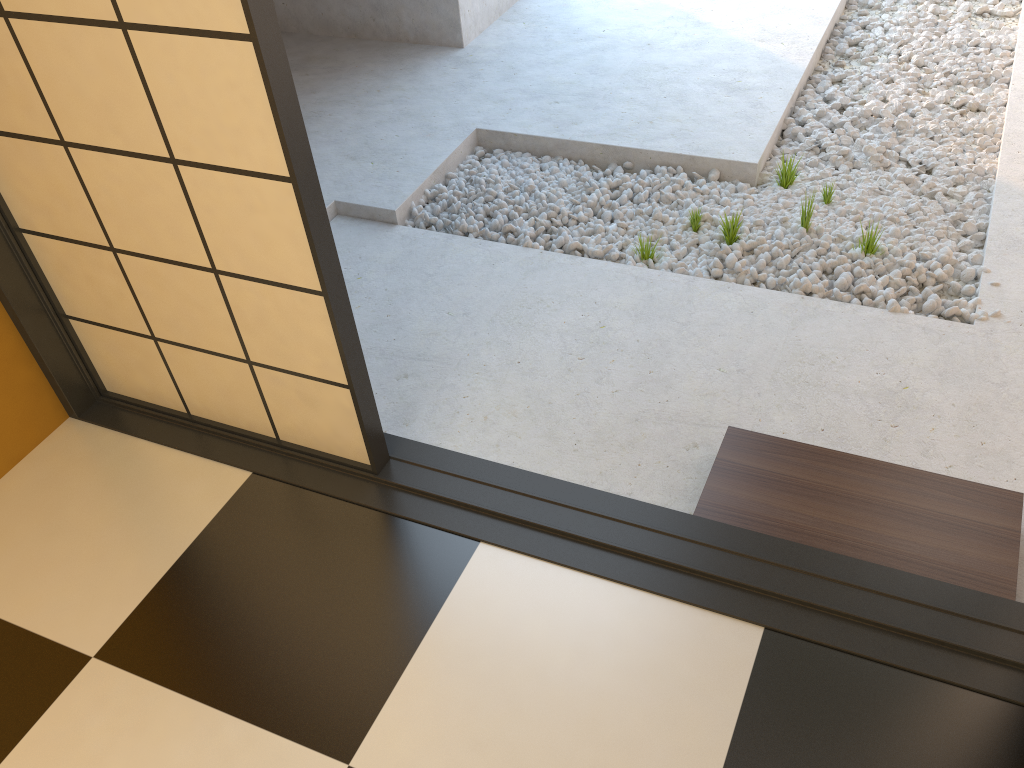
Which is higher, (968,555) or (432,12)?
(432,12)

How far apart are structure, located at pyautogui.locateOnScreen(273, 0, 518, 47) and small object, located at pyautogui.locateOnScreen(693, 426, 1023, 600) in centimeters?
301cm

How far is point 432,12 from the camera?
4.48m

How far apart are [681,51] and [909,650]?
3.32m

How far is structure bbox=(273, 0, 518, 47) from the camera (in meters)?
4.48

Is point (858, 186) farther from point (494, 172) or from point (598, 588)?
point (598, 588)

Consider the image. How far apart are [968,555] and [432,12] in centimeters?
368cm

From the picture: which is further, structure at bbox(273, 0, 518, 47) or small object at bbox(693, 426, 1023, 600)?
structure at bbox(273, 0, 518, 47)

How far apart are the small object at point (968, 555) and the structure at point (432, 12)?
3.0 meters

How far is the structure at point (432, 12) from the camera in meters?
4.5
